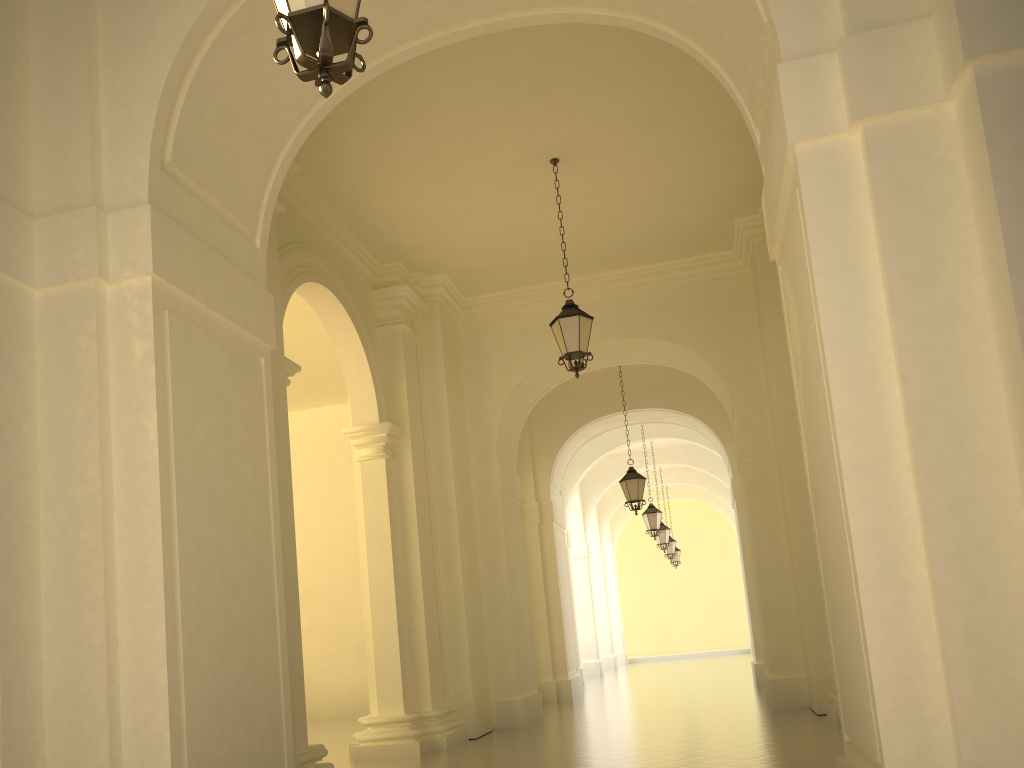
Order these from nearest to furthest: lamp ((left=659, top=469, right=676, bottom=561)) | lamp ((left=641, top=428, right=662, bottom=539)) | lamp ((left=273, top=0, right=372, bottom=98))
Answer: lamp ((left=273, top=0, right=372, bottom=98)) < lamp ((left=641, top=428, right=662, bottom=539)) < lamp ((left=659, top=469, right=676, bottom=561))

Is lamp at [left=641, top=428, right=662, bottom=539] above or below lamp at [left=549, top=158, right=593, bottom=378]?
below

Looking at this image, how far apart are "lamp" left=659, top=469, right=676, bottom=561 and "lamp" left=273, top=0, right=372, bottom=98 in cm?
2545

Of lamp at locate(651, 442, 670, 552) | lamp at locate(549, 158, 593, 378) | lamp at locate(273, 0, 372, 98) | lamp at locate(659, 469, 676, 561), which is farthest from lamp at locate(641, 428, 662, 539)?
lamp at locate(273, 0, 372, 98)

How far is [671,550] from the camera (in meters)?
27.52

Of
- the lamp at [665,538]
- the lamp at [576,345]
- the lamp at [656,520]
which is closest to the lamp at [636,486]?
the lamp at [656,520]

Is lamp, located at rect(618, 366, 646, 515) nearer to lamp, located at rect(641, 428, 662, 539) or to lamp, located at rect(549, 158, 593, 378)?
lamp, located at rect(641, 428, 662, 539)

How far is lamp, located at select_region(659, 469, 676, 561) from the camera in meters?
27.5

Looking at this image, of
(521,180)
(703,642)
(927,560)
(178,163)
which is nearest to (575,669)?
(521,180)

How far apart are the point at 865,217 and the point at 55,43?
5.0m
